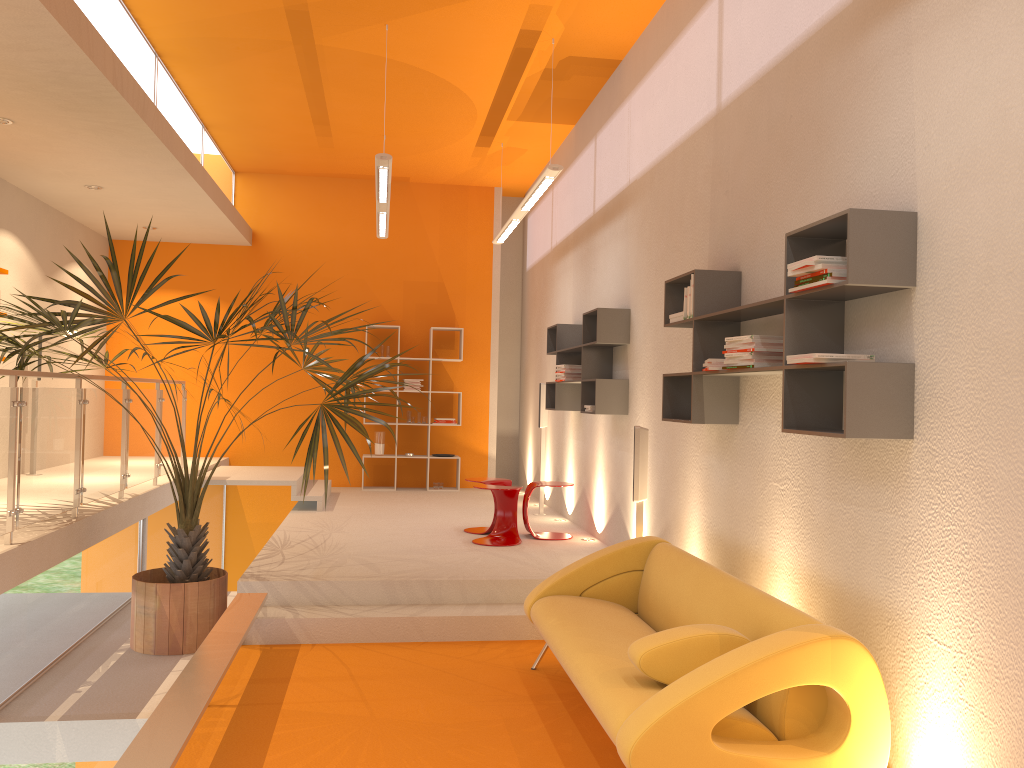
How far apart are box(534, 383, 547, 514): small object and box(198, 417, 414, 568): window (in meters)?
3.79

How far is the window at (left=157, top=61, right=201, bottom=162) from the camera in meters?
7.4

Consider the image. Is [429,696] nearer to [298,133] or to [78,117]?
[78,117]

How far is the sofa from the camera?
2.9m

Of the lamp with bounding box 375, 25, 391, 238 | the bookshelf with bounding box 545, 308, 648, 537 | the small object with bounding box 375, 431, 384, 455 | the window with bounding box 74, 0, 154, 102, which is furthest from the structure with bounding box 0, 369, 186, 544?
the bookshelf with bounding box 545, 308, 648, 537

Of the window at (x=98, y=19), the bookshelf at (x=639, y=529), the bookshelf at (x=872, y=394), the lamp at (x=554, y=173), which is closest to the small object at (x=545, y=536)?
the bookshelf at (x=639, y=529)

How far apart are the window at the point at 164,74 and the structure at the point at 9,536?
2.3m

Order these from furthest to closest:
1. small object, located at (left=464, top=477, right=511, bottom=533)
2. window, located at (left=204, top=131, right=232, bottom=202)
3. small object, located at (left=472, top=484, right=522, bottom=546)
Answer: window, located at (left=204, top=131, right=232, bottom=202)
small object, located at (left=464, top=477, right=511, bottom=533)
small object, located at (left=472, top=484, right=522, bottom=546)

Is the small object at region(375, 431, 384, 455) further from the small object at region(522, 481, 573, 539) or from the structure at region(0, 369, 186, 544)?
the small object at region(522, 481, 573, 539)

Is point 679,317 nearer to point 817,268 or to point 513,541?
point 817,268
